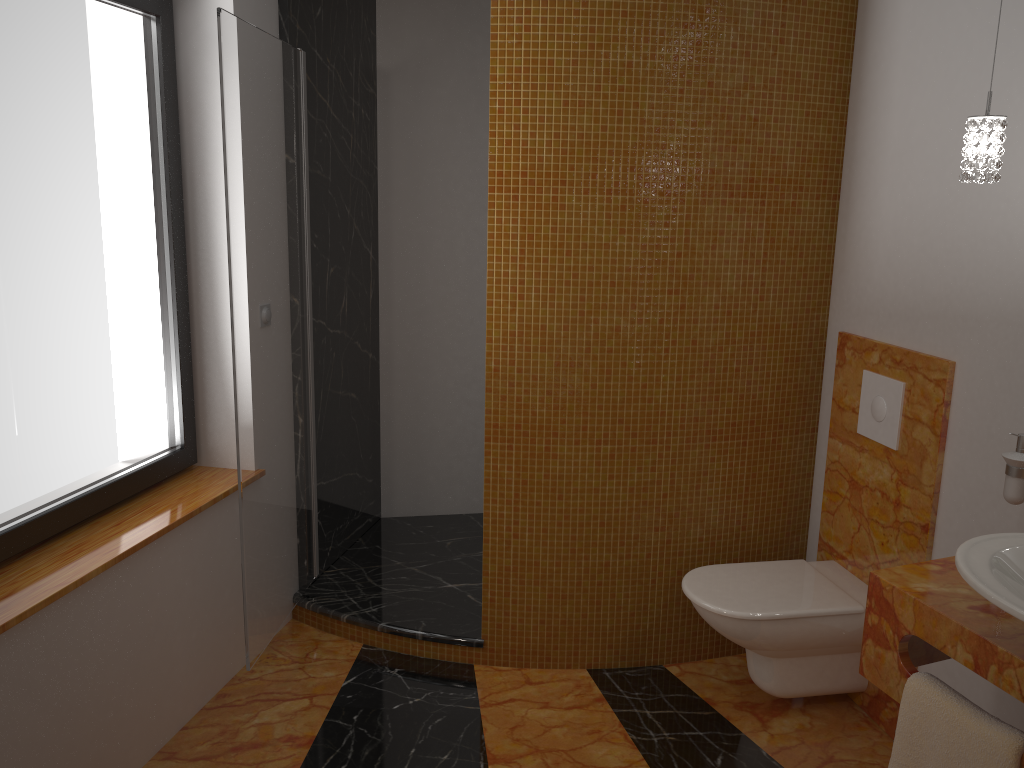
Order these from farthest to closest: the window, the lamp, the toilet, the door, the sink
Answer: the toilet < the door < the window < the lamp < the sink

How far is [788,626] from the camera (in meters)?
2.54

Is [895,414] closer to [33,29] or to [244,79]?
[244,79]

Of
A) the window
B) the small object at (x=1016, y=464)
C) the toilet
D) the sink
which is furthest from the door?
the small object at (x=1016, y=464)

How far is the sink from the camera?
1.39m

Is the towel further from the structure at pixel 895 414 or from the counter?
the structure at pixel 895 414

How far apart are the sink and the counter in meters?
0.1 m

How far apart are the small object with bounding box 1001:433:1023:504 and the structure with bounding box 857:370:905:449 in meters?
0.5 m

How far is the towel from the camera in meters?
1.5

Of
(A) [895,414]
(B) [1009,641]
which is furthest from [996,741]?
(A) [895,414]
